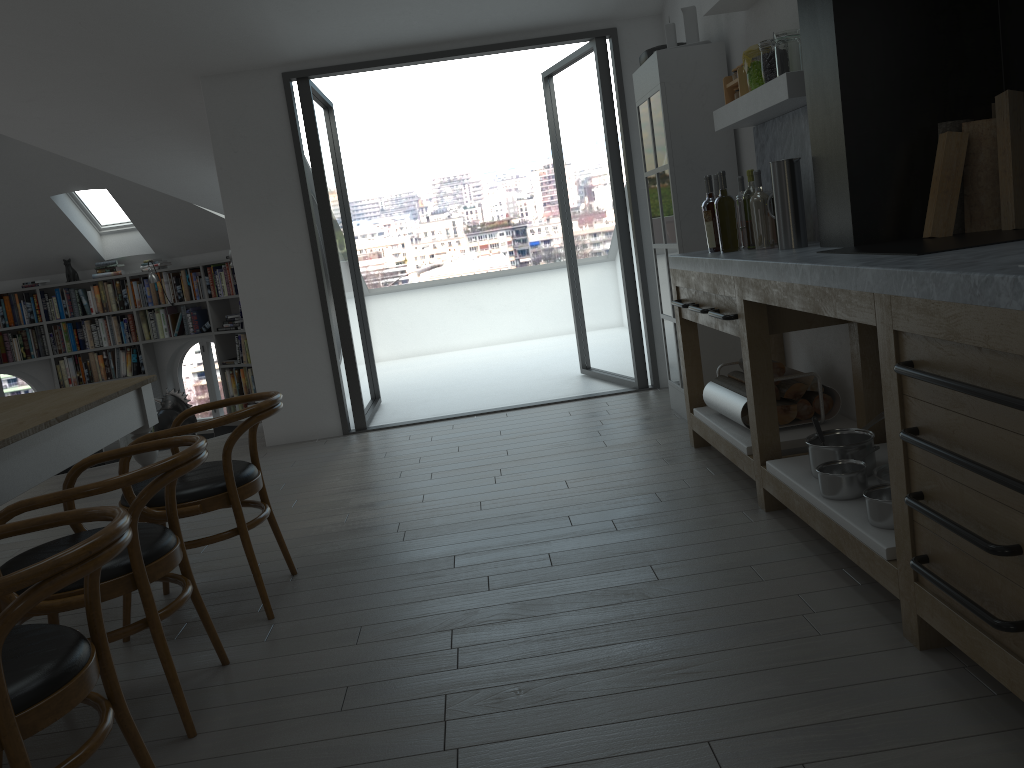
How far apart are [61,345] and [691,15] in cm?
820

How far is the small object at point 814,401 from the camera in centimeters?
371cm

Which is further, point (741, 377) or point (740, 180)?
point (740, 180)

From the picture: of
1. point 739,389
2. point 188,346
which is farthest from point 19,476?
point 188,346

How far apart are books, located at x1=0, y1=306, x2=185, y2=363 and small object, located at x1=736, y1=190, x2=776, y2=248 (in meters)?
7.77

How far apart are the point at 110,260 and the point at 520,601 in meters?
8.9 m

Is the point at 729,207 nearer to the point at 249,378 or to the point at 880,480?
the point at 880,480

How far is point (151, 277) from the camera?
9.6m

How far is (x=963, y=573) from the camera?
2.0 meters

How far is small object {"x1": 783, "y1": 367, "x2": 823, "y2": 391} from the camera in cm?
369
